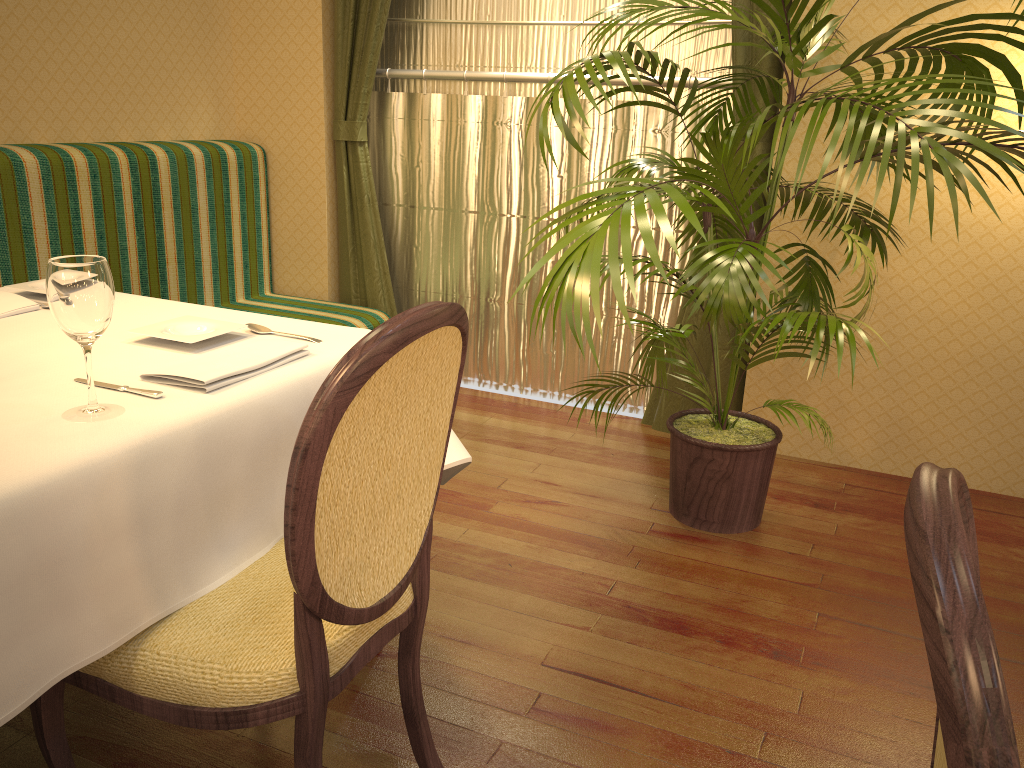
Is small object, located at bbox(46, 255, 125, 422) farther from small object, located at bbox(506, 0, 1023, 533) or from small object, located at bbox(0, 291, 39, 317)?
small object, located at bbox(506, 0, 1023, 533)

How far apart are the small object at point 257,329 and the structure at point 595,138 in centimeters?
206cm

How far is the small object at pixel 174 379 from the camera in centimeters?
144cm

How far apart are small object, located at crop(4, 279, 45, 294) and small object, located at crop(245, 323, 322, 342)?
0.6 meters

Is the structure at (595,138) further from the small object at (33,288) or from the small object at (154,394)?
the small object at (154,394)

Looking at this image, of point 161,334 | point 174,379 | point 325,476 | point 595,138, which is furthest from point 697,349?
point 325,476

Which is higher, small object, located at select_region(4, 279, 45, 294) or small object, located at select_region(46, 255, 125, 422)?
small object, located at select_region(46, 255, 125, 422)

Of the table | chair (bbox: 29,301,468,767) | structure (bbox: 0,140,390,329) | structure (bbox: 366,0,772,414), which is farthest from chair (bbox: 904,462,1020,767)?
structure (bbox: 0,140,390,329)

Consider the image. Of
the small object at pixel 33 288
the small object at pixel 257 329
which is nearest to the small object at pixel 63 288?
the small object at pixel 257 329

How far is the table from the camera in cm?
109
